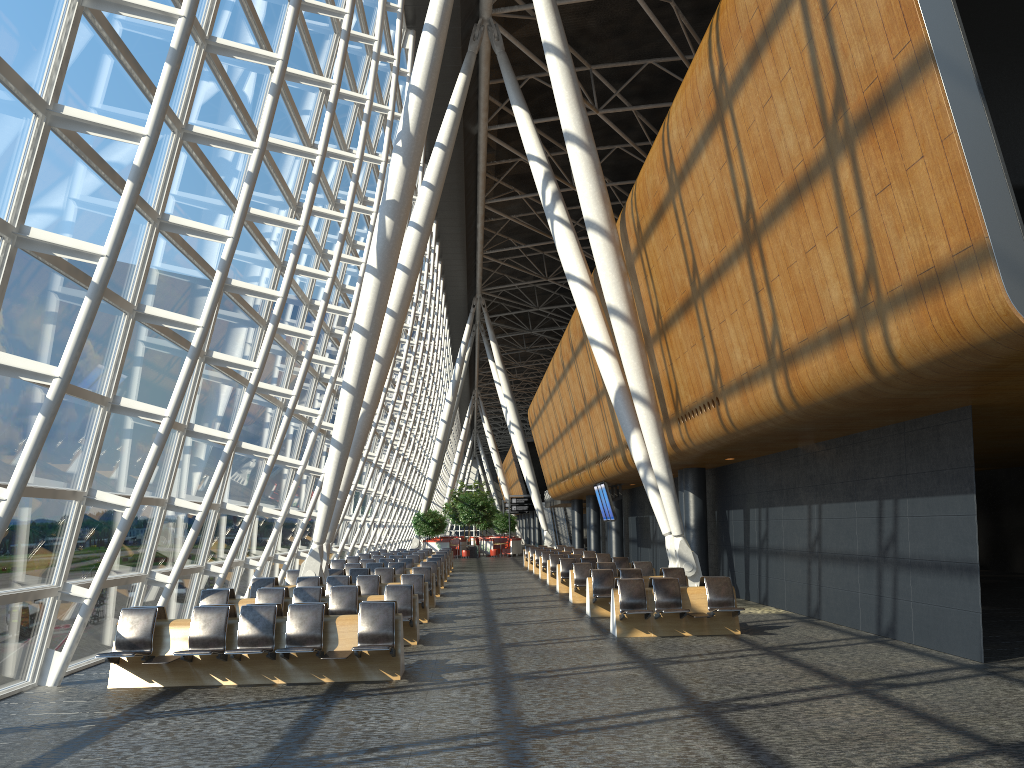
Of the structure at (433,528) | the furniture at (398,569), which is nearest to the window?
the furniture at (398,569)

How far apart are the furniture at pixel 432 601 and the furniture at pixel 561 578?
4.05m

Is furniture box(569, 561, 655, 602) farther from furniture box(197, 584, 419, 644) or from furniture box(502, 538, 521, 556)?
furniture box(502, 538, 521, 556)

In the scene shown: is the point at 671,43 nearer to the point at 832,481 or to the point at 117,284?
the point at 832,481

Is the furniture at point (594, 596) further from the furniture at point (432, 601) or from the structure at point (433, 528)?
the structure at point (433, 528)

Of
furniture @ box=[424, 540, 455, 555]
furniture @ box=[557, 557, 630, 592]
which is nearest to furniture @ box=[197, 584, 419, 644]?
furniture @ box=[557, 557, 630, 592]

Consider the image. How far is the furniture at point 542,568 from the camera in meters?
27.8 m

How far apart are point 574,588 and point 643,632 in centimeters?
599cm

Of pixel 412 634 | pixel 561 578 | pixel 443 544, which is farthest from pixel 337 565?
pixel 443 544

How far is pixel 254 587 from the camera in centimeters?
1570cm
